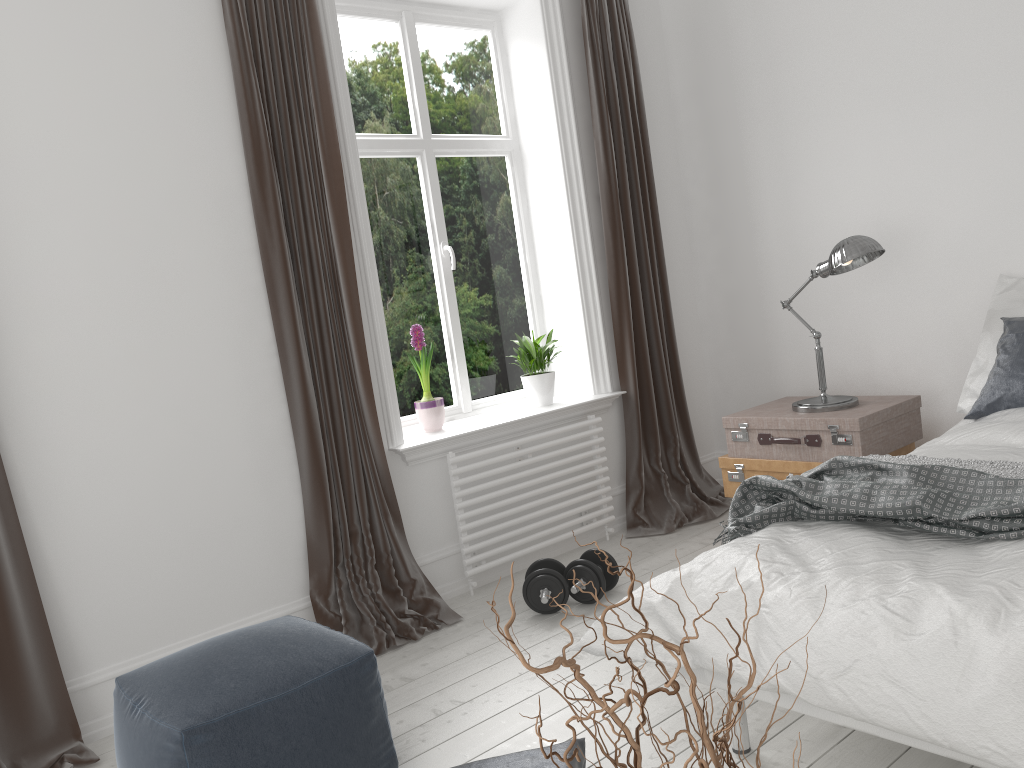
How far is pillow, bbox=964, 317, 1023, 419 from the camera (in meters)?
3.01

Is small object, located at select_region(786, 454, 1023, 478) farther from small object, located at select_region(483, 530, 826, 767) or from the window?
the window

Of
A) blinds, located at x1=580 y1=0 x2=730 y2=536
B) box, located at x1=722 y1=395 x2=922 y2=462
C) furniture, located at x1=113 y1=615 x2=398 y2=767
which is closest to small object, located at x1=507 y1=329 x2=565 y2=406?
blinds, located at x1=580 y1=0 x2=730 y2=536

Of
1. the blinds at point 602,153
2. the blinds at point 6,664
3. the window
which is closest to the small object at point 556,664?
the blinds at point 6,664

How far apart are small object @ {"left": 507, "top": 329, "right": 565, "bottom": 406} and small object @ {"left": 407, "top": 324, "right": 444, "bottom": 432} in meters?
0.5 m

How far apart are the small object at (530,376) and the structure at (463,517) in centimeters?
21cm

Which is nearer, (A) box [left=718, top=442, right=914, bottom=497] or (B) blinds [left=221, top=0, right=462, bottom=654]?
(B) blinds [left=221, top=0, right=462, bottom=654]

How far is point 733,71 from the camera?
4.39m

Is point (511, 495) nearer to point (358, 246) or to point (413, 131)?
point (358, 246)

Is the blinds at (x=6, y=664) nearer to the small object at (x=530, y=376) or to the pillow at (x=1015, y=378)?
the small object at (x=530, y=376)
